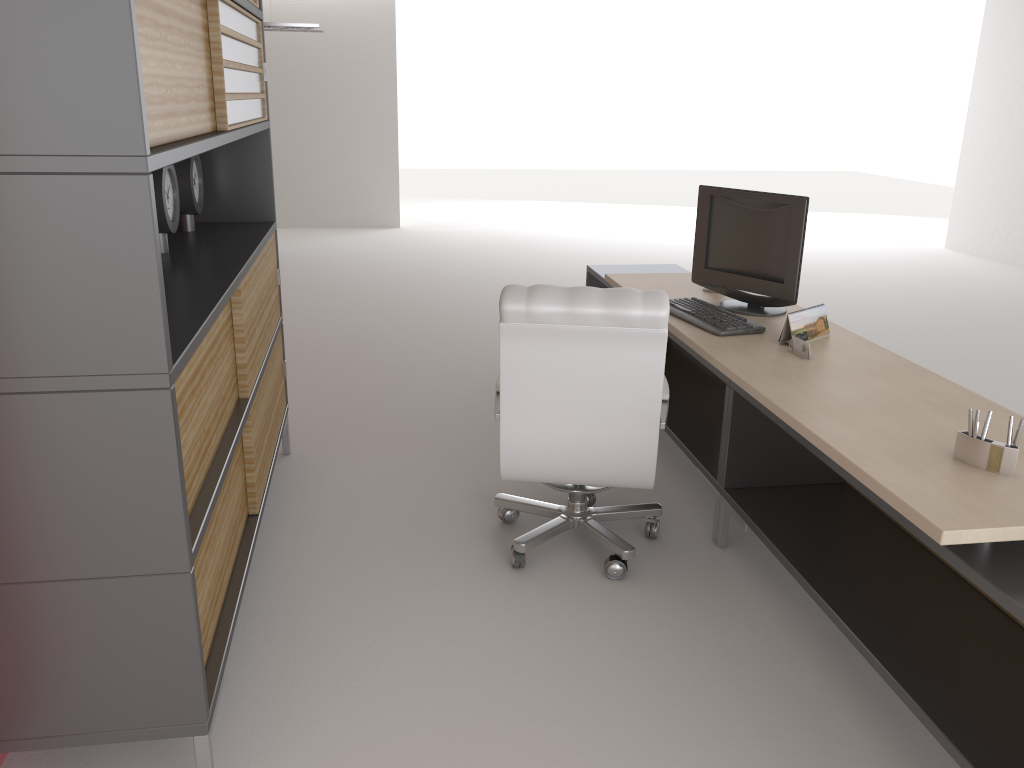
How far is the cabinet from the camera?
2.51m

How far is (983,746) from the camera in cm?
312

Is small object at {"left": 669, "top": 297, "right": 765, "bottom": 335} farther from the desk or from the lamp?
the lamp

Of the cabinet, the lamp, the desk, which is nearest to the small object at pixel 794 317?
the desk

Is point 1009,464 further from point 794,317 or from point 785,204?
point 785,204

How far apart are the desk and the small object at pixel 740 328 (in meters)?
0.04

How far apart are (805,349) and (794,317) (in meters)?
0.29

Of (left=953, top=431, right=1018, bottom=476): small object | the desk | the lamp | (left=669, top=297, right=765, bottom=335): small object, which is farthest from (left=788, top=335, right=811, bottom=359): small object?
the lamp

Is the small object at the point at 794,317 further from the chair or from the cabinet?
the cabinet

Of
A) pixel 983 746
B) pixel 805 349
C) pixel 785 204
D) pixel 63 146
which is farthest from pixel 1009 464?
pixel 63 146
